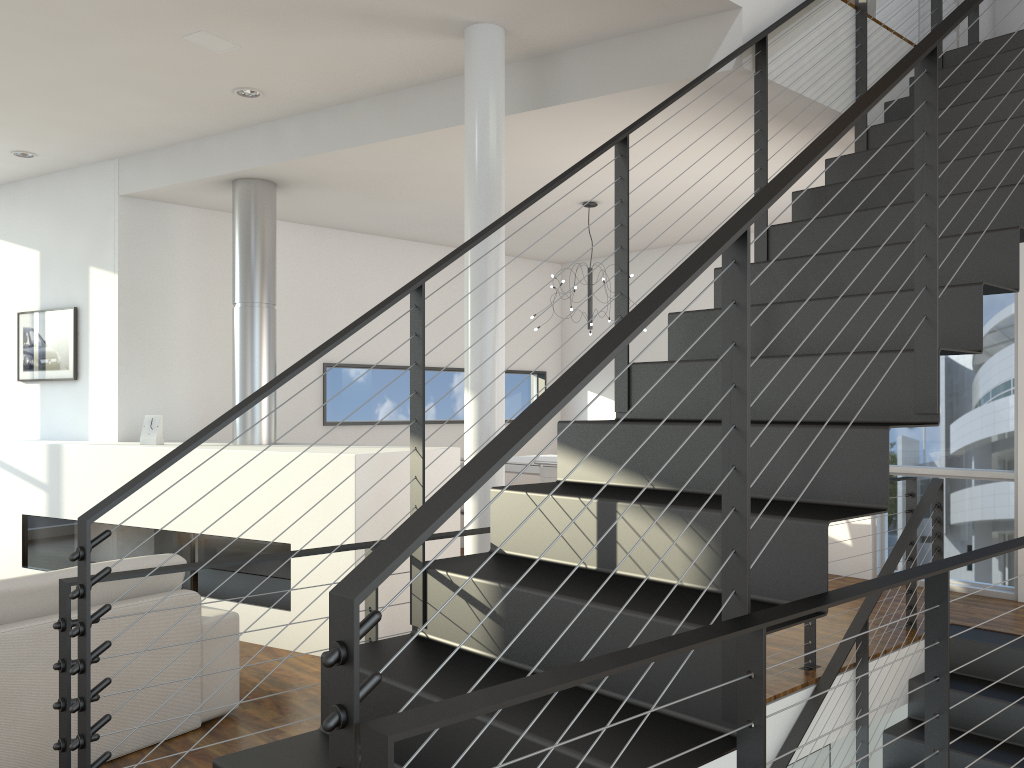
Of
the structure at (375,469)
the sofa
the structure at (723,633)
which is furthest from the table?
the sofa

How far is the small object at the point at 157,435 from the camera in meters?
4.5

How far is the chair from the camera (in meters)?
4.47

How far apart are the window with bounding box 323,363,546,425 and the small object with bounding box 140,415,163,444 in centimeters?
144cm

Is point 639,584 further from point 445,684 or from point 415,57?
point 415,57

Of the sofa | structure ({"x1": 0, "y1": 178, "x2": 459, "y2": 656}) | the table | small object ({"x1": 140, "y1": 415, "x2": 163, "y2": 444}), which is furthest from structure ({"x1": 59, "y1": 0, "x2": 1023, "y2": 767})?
small object ({"x1": 140, "y1": 415, "x2": 163, "y2": 444})

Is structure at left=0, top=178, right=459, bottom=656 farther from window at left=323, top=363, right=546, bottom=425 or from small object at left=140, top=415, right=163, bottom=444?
window at left=323, top=363, right=546, bottom=425

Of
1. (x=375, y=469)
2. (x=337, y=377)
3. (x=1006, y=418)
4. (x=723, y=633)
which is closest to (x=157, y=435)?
(x=375, y=469)

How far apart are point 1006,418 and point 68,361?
5.25m

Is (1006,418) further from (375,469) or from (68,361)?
(68,361)
